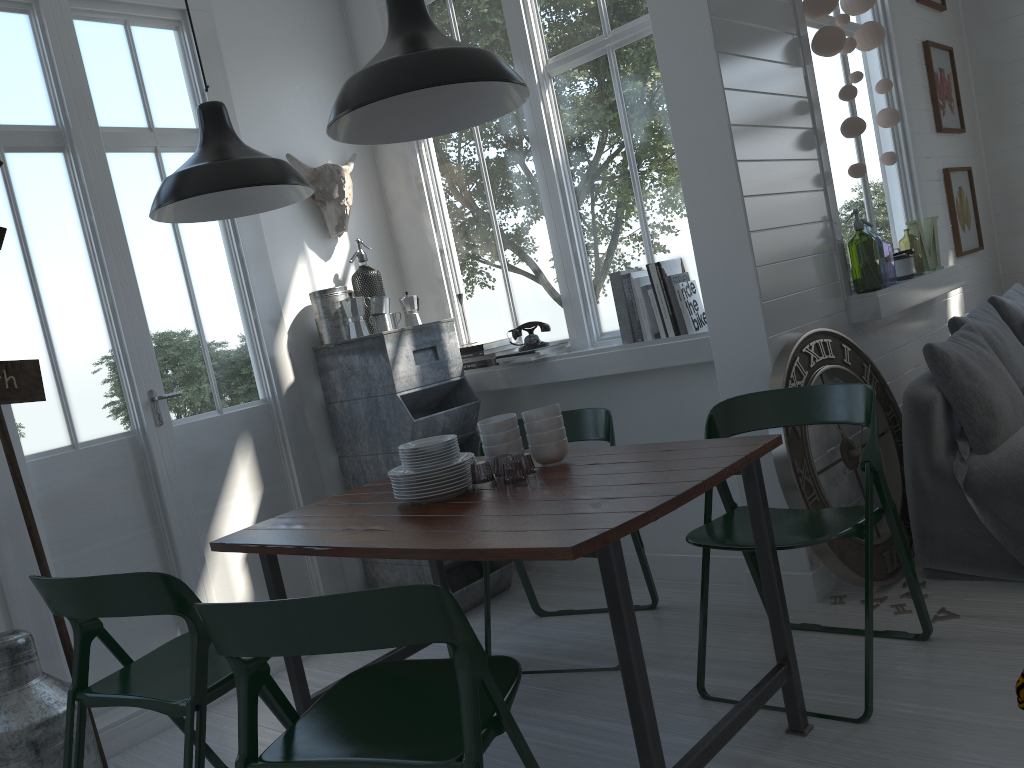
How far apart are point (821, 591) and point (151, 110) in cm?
388

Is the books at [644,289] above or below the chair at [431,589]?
above

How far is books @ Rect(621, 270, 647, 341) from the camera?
4.2 meters

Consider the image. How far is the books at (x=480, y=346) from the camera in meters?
4.7 m

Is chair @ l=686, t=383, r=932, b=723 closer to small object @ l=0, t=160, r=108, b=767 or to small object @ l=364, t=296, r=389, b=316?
small object @ l=364, t=296, r=389, b=316

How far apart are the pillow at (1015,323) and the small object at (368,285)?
3.35m

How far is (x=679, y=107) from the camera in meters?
3.8

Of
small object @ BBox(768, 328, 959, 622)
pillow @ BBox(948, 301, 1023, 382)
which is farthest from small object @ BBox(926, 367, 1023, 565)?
small object @ BBox(768, 328, 959, 622)

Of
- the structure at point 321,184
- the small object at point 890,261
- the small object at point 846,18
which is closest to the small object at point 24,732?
the structure at point 321,184

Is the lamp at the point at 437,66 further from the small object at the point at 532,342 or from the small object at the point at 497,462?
the small object at the point at 532,342
